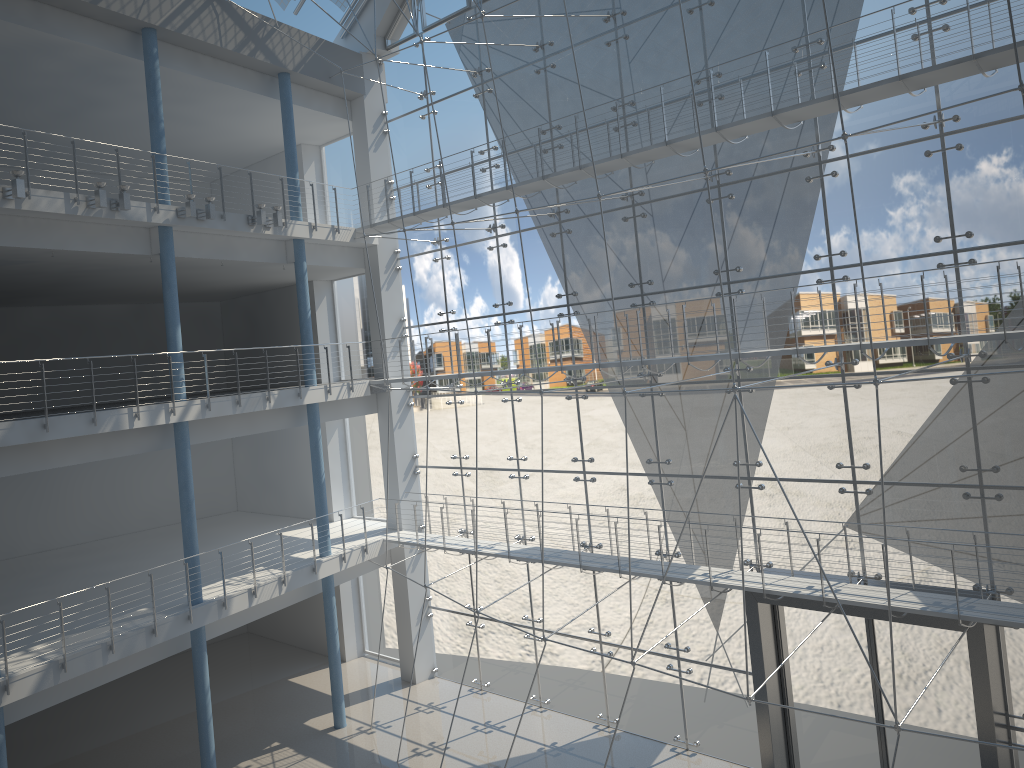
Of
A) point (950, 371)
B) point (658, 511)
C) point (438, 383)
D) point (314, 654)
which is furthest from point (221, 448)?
point (950, 371)

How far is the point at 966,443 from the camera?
1.8 meters

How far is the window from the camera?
1.8m

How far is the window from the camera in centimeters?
184cm
